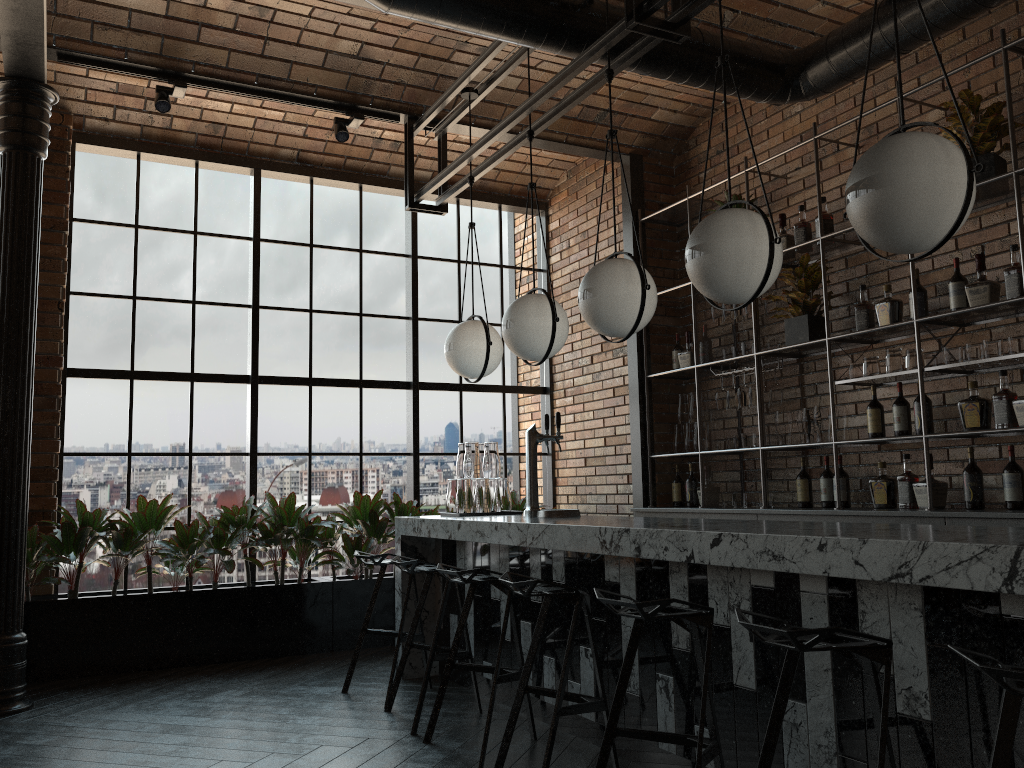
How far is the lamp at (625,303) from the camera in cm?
364

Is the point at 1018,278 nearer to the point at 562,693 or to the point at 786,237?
the point at 786,237

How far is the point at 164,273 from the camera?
6.2m

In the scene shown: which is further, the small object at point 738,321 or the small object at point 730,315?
the small object at point 738,321

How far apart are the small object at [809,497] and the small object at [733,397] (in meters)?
0.62

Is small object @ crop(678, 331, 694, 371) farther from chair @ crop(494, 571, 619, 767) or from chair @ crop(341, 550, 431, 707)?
chair @ crop(494, 571, 619, 767)

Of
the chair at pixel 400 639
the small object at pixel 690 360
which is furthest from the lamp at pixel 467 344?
the small object at pixel 690 360

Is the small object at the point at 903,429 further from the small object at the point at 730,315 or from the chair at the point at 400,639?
the chair at the point at 400,639

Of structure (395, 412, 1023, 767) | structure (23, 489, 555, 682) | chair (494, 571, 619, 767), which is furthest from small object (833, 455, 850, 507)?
structure (23, 489, 555, 682)

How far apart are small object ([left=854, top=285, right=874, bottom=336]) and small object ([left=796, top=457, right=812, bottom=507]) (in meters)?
0.92
